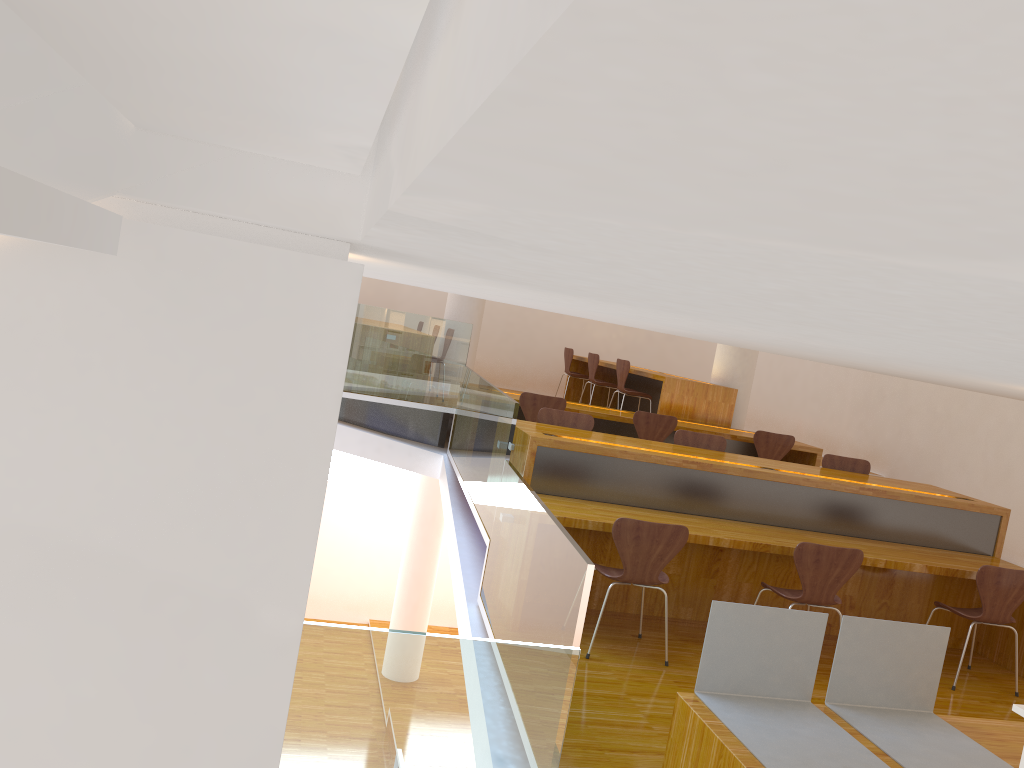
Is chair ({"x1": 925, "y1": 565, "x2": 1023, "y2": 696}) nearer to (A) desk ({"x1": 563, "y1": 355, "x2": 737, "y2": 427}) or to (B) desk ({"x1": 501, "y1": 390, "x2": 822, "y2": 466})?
(B) desk ({"x1": 501, "y1": 390, "x2": 822, "y2": 466})

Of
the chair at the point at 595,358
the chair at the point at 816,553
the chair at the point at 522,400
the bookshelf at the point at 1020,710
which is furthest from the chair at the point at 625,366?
the bookshelf at the point at 1020,710

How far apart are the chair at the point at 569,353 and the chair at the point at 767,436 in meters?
3.7 m

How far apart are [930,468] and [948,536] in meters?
3.1 m

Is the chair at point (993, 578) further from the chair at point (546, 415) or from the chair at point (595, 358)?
the chair at point (595, 358)

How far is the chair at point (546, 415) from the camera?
→ 5.81m

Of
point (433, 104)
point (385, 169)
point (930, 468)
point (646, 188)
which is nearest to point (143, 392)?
point (385, 169)

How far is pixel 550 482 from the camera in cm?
493

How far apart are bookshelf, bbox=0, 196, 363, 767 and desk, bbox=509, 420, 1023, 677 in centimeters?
318cm

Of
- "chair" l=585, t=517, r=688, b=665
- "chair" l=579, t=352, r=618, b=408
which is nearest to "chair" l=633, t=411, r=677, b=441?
"chair" l=579, t=352, r=618, b=408
